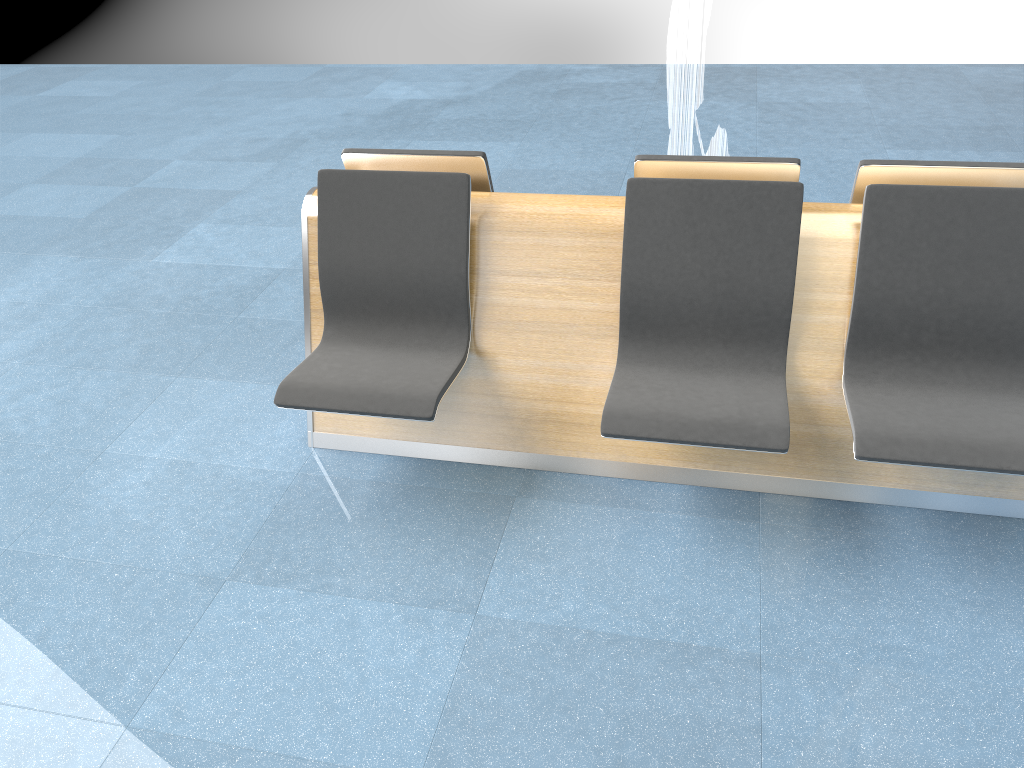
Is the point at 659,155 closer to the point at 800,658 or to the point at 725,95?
the point at 800,658

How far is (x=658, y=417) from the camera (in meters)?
2.39

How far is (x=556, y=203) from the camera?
2.7m

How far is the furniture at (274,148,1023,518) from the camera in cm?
239

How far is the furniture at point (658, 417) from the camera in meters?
2.4 m
